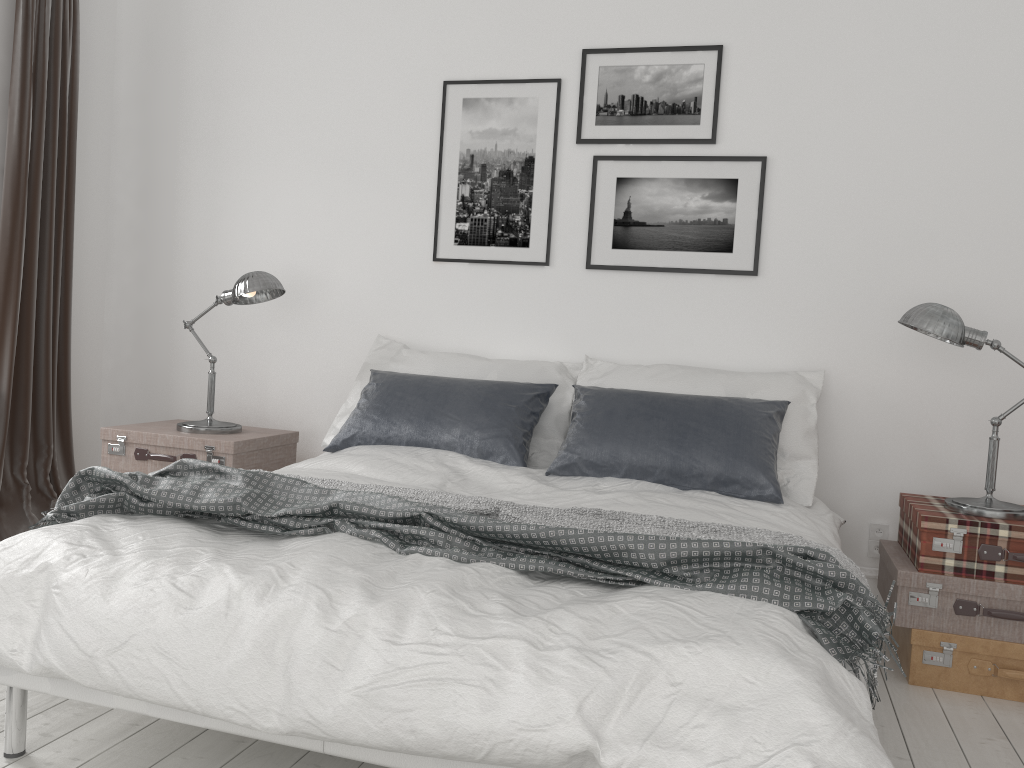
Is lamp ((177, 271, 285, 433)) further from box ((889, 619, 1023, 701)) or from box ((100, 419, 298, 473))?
box ((889, 619, 1023, 701))

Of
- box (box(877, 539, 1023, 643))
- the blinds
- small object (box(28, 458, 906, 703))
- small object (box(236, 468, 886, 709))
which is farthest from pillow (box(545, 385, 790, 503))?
the blinds

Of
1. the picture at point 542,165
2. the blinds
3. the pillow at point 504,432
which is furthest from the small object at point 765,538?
the blinds

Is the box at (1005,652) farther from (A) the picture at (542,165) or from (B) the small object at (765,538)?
(A) the picture at (542,165)

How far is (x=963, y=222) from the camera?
3.4 meters

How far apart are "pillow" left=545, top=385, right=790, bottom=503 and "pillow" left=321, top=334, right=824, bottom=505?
0.1m

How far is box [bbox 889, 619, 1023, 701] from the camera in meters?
2.8 m

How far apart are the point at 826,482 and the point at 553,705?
2.43m

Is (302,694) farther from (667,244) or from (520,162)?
(520,162)

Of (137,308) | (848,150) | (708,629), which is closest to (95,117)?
(137,308)
